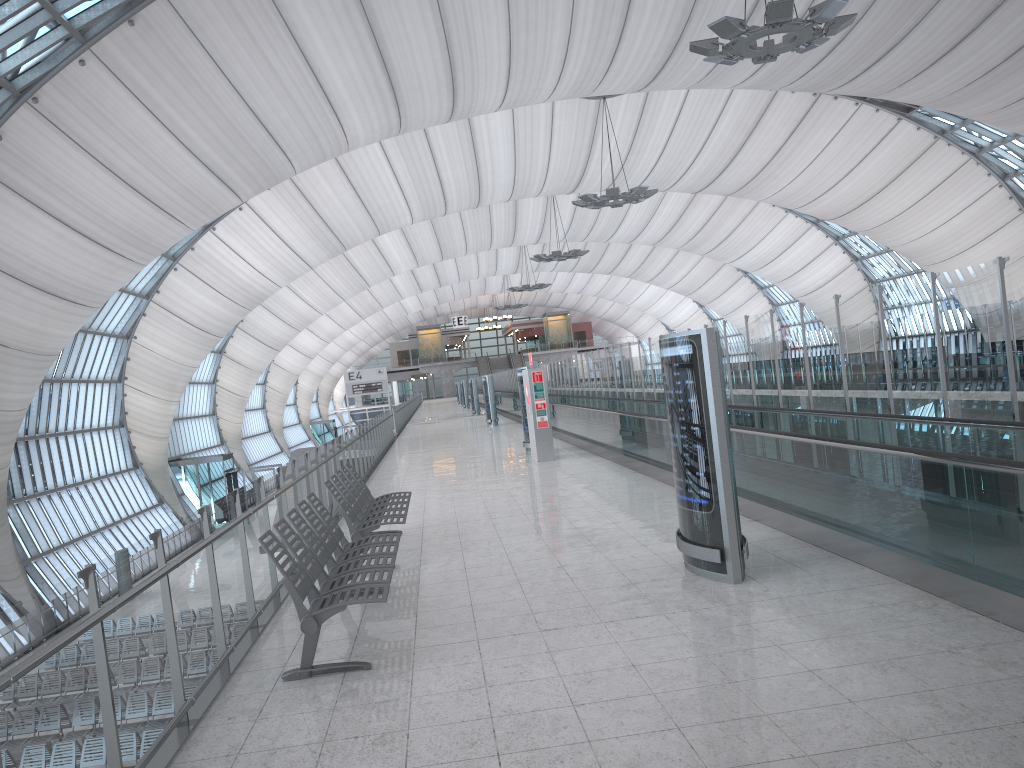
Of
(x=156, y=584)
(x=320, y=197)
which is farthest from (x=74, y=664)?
(x=320, y=197)

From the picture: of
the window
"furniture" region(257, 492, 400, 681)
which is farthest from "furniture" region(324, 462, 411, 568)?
the window

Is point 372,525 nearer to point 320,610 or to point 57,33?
point 320,610

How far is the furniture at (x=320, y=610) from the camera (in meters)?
5.23

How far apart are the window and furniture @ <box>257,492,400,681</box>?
17.8m

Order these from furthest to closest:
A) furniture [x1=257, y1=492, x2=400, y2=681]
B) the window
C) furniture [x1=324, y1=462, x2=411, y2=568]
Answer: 1. the window
2. furniture [x1=324, y1=462, x2=411, y2=568]
3. furniture [x1=257, y1=492, x2=400, y2=681]

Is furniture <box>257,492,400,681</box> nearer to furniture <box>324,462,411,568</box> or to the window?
furniture <box>324,462,411,568</box>

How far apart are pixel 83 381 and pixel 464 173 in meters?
20.4

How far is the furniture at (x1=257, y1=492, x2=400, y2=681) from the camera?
5.23m

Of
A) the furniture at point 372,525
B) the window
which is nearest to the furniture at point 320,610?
the furniture at point 372,525
